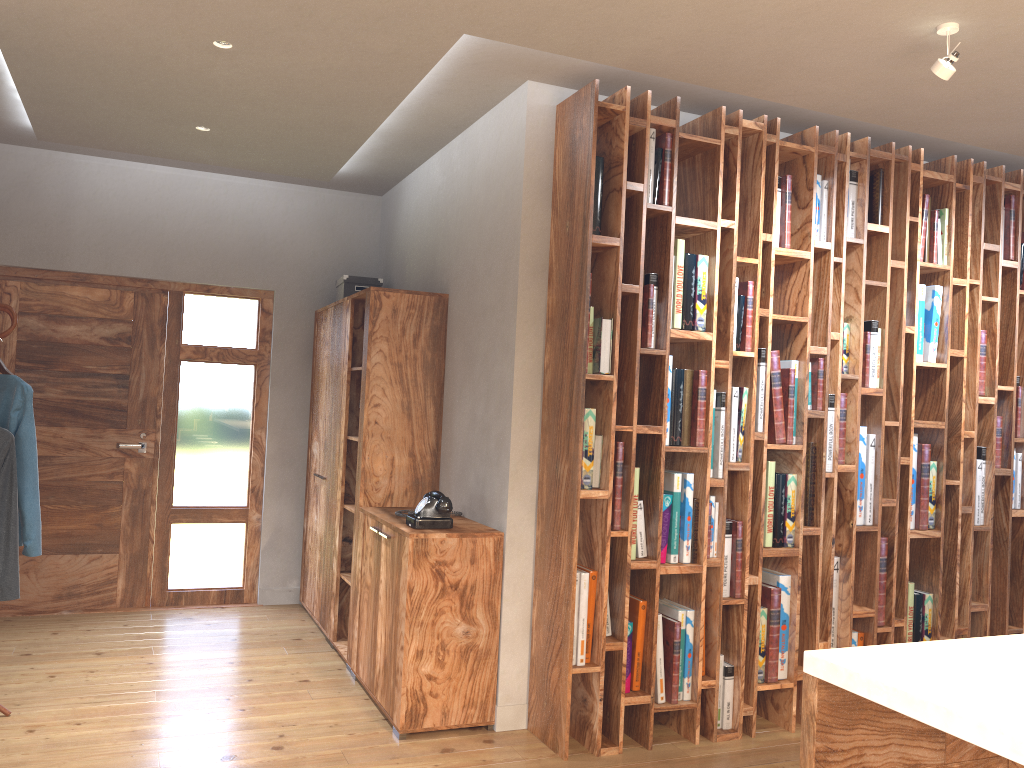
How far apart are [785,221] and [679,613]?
1.8m

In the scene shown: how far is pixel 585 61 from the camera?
3.6 meters

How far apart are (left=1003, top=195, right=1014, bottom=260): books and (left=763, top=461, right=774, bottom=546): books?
1.8m

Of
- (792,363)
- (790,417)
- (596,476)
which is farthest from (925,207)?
(596,476)

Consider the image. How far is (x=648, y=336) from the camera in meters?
3.7 m

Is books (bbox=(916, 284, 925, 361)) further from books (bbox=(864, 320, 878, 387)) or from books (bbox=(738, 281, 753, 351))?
books (bbox=(738, 281, 753, 351))

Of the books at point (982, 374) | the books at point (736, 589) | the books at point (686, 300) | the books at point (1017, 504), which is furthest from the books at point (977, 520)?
the books at point (686, 300)

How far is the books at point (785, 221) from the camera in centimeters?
394cm

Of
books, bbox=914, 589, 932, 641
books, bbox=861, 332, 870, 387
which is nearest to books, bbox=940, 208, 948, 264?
books, bbox=861, 332, 870, 387

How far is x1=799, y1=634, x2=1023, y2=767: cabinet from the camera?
1.3 meters
